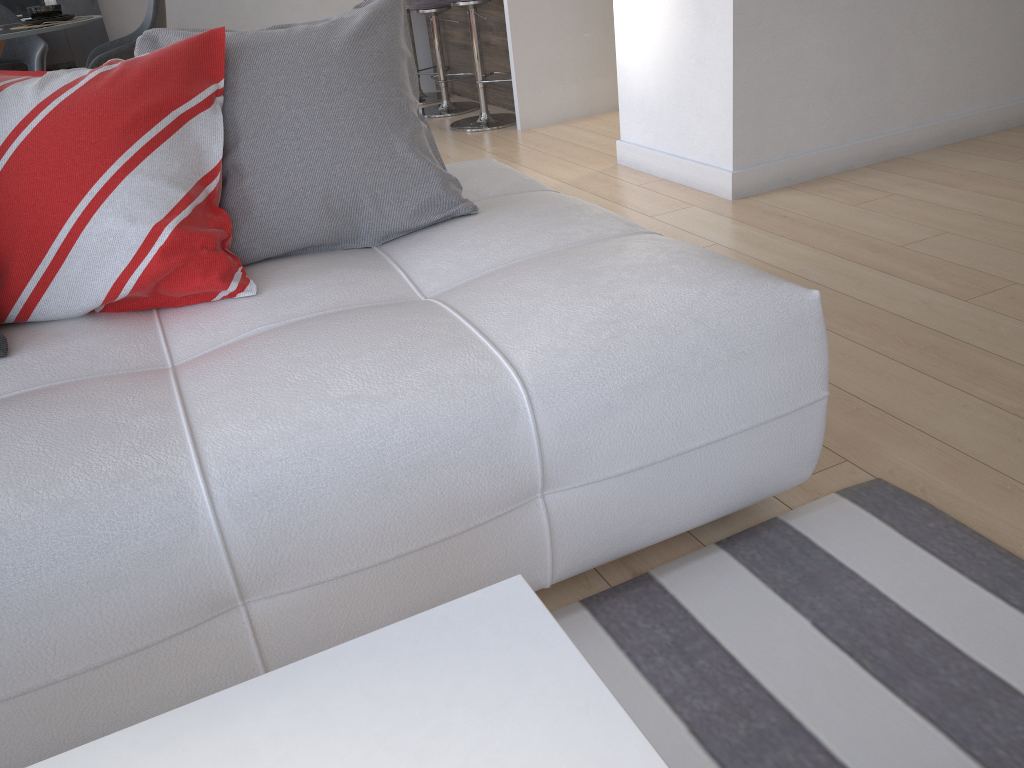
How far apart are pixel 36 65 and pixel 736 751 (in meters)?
5.24

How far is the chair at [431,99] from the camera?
5.7 meters

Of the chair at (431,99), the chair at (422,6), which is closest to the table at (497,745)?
the chair at (422,6)

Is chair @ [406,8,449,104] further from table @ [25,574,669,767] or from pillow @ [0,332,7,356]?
table @ [25,574,669,767]

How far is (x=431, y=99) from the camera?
5.70m

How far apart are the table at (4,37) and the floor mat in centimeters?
365cm

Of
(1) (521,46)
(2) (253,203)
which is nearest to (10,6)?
(1) (521,46)

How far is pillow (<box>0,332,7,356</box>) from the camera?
1.4 meters

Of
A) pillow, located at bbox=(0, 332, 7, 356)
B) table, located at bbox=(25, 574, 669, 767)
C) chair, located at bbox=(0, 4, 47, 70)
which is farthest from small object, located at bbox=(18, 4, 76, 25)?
table, located at bbox=(25, 574, 669, 767)

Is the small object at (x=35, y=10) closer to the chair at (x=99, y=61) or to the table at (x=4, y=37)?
the table at (x=4, y=37)
